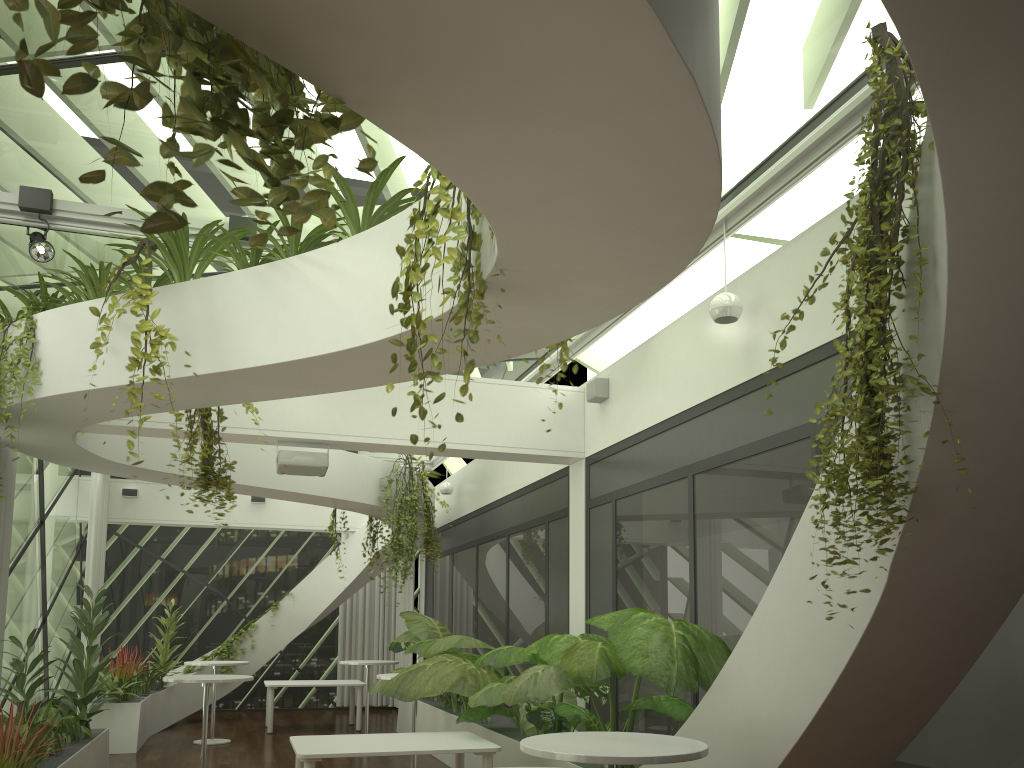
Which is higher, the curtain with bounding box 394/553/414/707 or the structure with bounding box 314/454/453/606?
the structure with bounding box 314/454/453/606

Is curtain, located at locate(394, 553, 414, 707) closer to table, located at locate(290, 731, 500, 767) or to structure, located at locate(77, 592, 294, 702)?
structure, located at locate(77, 592, 294, 702)

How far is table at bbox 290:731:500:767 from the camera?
6.0m

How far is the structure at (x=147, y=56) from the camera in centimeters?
149cm

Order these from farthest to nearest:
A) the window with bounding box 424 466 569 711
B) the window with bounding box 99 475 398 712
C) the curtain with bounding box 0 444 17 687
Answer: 1. the window with bounding box 99 475 398 712
2. the window with bounding box 424 466 569 711
3. the curtain with bounding box 0 444 17 687

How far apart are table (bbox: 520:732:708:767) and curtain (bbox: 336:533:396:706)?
12.9 meters

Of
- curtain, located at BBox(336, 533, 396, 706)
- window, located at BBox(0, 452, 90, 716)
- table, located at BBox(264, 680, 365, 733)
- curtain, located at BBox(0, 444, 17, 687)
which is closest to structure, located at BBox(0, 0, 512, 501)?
curtain, located at BBox(0, 444, 17, 687)

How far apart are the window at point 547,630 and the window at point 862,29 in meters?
1.4

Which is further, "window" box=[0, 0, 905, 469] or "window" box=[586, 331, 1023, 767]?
"window" box=[0, 0, 905, 469]

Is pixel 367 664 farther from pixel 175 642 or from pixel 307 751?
pixel 307 751
